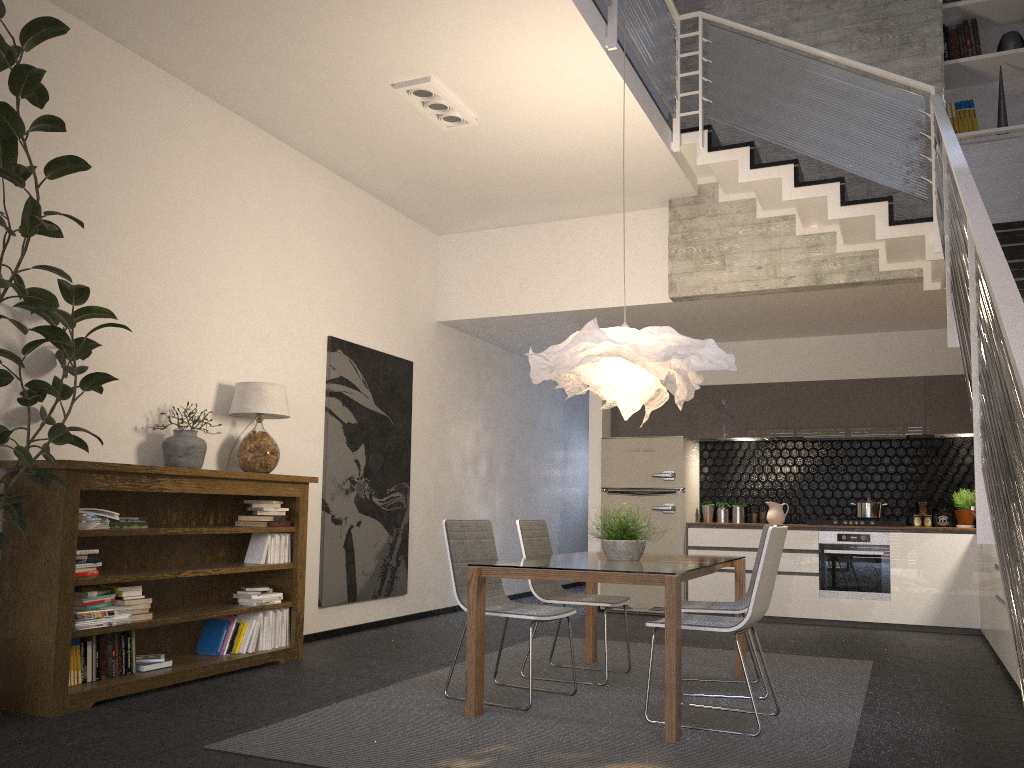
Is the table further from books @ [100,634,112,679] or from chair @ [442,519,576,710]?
books @ [100,634,112,679]

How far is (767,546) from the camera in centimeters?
388cm

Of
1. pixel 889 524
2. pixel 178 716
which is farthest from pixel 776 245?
pixel 178 716

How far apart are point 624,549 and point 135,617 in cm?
254

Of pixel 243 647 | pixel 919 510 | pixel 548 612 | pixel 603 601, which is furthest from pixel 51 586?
pixel 919 510

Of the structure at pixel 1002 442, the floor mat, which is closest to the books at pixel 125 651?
the floor mat

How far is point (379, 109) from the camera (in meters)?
5.83

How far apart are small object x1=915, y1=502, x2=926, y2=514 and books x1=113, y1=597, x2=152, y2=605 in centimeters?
655cm

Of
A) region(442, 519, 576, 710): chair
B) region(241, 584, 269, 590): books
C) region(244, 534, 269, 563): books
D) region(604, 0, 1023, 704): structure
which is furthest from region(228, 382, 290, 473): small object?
region(604, 0, 1023, 704): structure

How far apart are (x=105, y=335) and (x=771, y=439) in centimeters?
612cm
